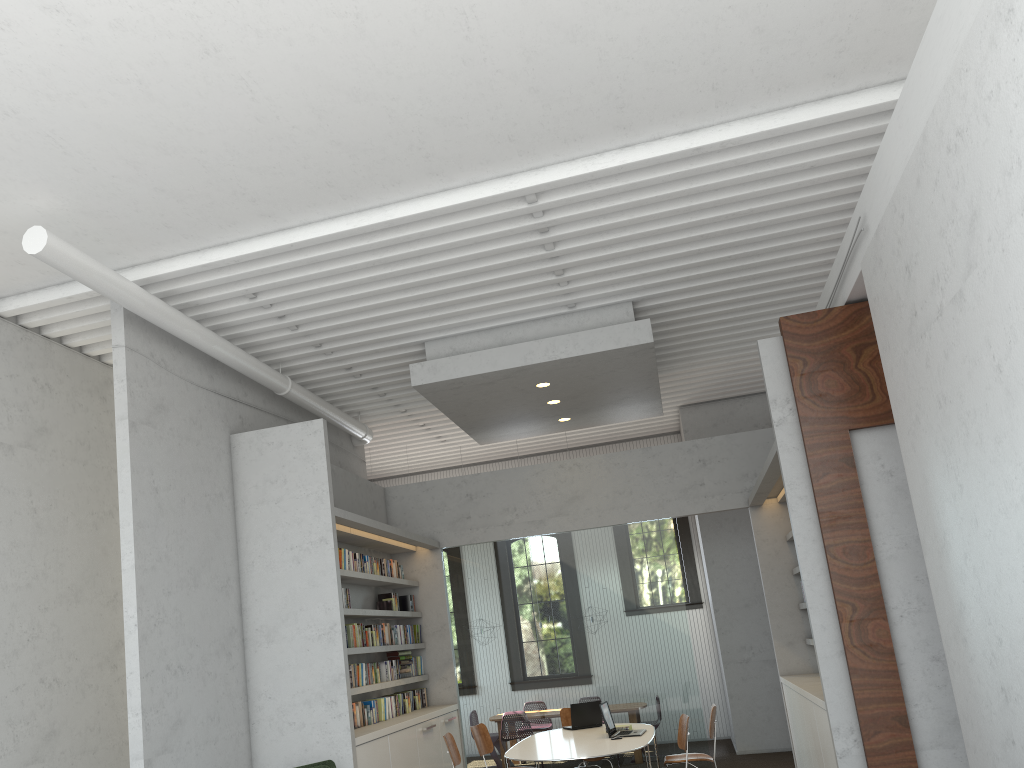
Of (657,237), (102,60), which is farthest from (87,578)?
(657,237)
